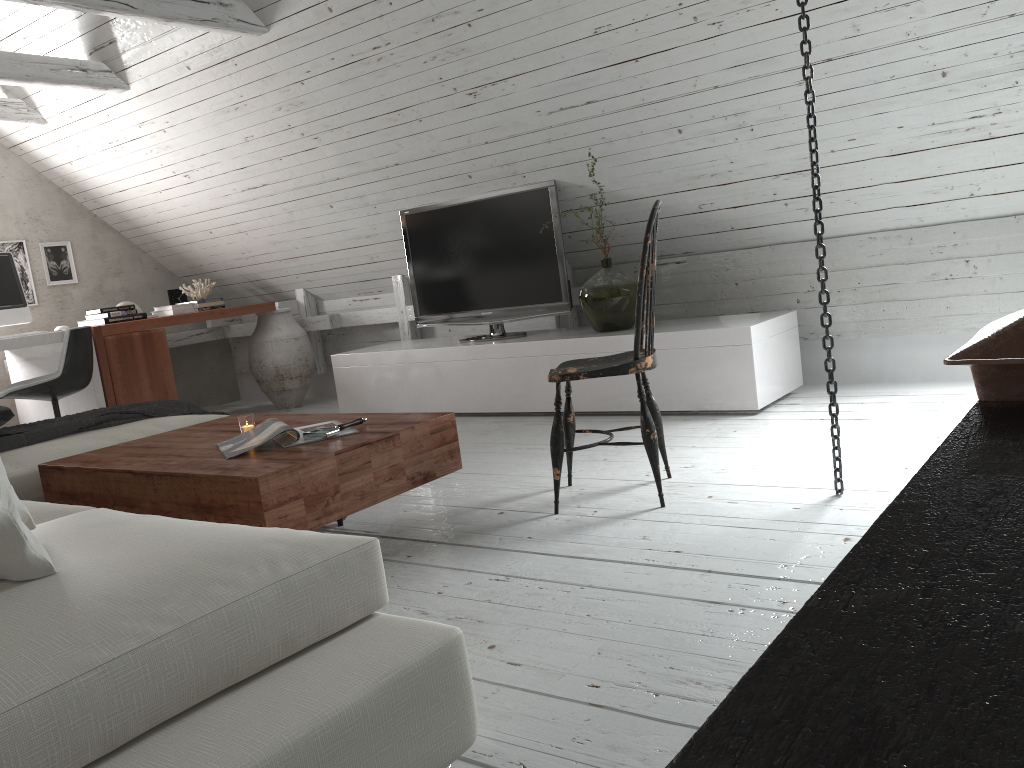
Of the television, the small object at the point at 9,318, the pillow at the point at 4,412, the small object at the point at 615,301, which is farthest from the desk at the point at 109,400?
the small object at the point at 615,301

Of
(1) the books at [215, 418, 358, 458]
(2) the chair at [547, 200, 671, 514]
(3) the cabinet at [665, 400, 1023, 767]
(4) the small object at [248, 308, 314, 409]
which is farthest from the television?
(3) the cabinet at [665, 400, 1023, 767]

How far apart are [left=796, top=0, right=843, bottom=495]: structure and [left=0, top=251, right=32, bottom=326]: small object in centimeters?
A: 443cm

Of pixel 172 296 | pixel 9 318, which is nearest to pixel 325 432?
pixel 9 318

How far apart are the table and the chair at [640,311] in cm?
29

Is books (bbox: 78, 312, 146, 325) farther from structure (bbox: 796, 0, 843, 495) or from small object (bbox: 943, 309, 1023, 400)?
small object (bbox: 943, 309, 1023, 400)

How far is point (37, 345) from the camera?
4.8m

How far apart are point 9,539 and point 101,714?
0.4m

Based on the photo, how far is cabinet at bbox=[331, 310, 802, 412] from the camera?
3.89m

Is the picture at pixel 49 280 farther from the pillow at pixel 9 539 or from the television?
the pillow at pixel 9 539
